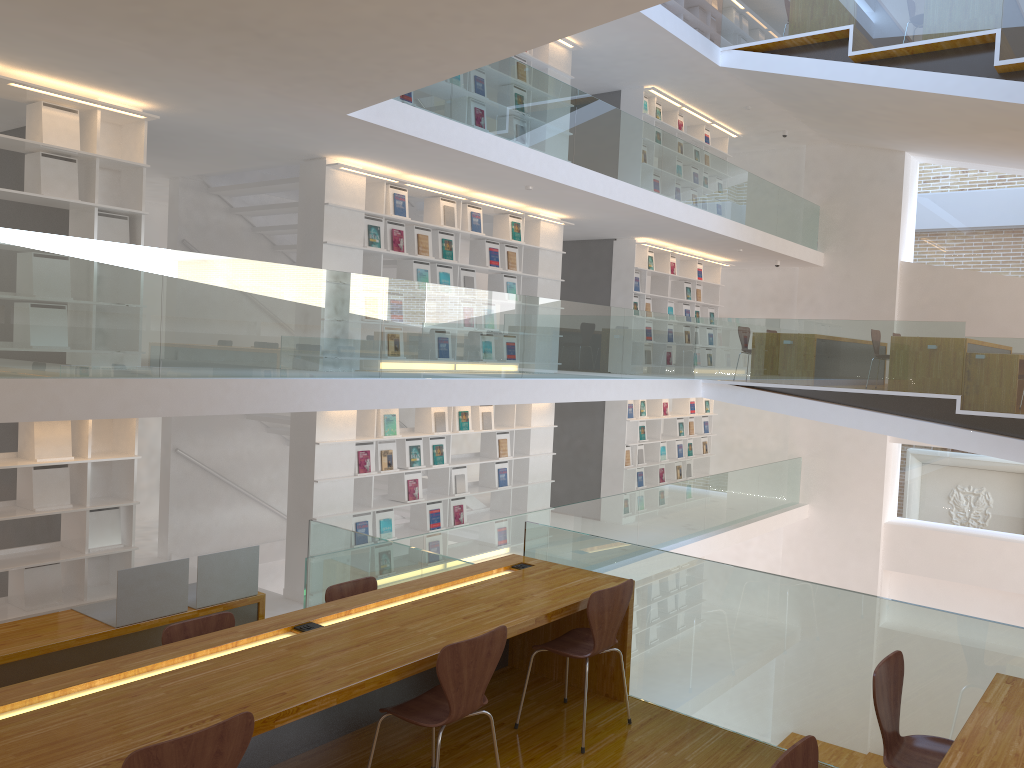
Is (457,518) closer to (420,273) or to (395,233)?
(420,273)

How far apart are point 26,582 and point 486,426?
4.8m

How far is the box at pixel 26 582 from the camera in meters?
5.9

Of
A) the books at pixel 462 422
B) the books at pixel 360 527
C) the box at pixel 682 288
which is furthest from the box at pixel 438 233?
the box at pixel 682 288

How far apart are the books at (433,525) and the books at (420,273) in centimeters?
235cm

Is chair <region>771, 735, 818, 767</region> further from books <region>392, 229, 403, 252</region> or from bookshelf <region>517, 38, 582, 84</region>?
bookshelf <region>517, 38, 582, 84</region>

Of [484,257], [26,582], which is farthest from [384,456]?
[26,582]

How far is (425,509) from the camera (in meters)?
8.91

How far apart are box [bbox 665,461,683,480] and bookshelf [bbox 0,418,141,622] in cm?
876

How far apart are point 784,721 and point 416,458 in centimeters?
527cm
